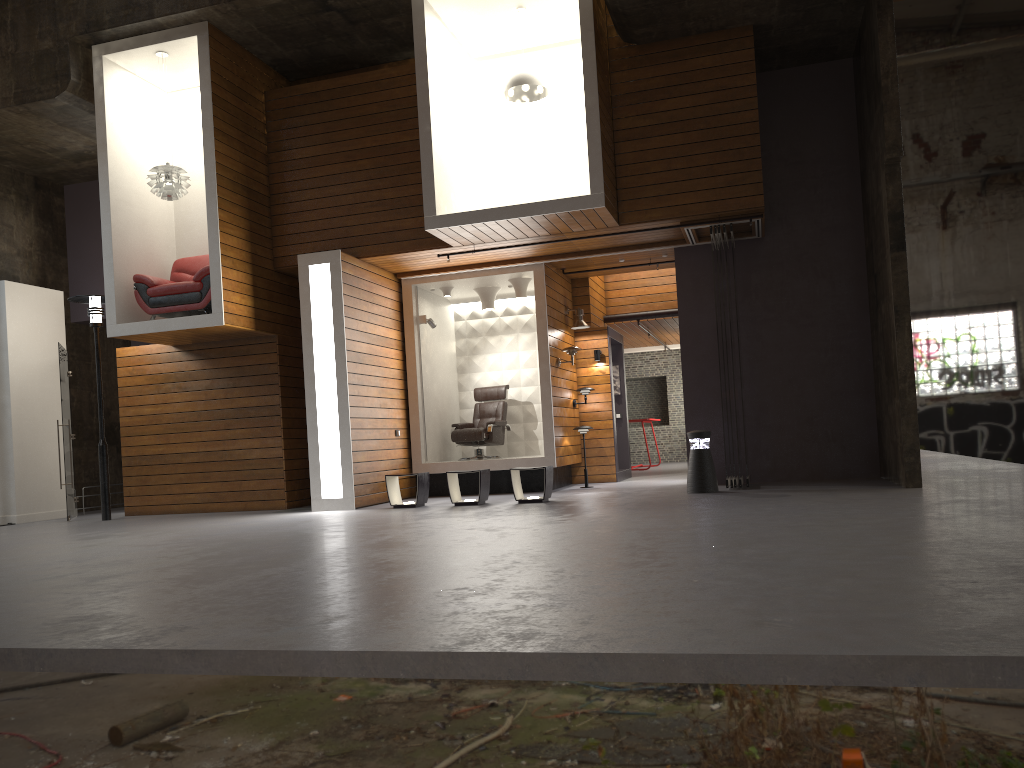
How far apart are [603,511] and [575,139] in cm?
525

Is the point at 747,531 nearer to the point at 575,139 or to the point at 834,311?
the point at 834,311

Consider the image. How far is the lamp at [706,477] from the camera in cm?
968

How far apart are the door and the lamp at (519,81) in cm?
668

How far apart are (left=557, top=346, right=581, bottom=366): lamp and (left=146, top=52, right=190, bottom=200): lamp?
5.3 meters

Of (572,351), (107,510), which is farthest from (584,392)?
(107,510)

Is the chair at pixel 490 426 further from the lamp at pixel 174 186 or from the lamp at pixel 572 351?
the lamp at pixel 174 186

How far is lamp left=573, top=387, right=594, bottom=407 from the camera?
12.8m

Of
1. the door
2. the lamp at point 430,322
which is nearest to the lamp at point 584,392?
the lamp at point 430,322

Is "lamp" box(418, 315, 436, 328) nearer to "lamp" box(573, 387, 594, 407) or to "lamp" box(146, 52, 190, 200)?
"lamp" box(573, 387, 594, 407)
